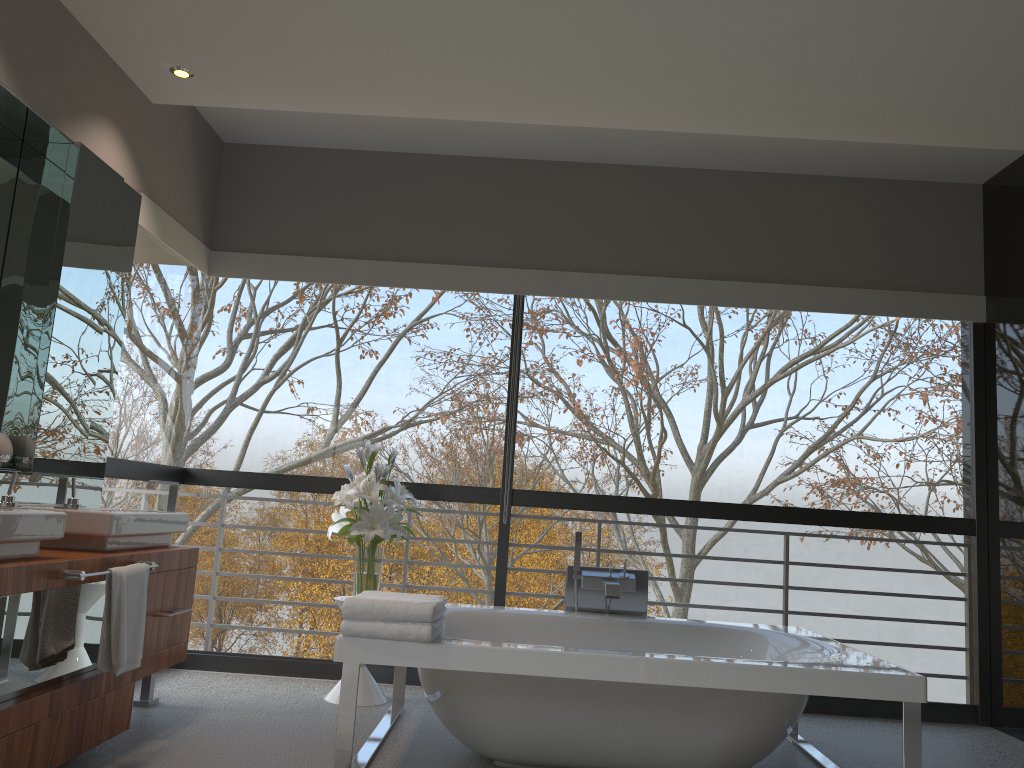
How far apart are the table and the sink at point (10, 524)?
1.7m

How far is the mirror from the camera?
3.4 meters

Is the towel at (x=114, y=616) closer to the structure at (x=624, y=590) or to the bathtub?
the bathtub

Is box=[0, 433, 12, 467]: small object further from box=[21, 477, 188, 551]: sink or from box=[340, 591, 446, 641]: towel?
box=[340, 591, 446, 641]: towel

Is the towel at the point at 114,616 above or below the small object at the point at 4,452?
below

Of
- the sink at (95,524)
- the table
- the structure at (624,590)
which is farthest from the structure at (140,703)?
the structure at (624,590)

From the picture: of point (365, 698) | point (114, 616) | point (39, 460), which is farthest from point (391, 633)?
point (39, 460)

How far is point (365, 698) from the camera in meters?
4.2

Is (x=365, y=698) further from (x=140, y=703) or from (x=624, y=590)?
(x=624, y=590)

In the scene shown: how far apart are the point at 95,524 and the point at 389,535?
1.4 meters
